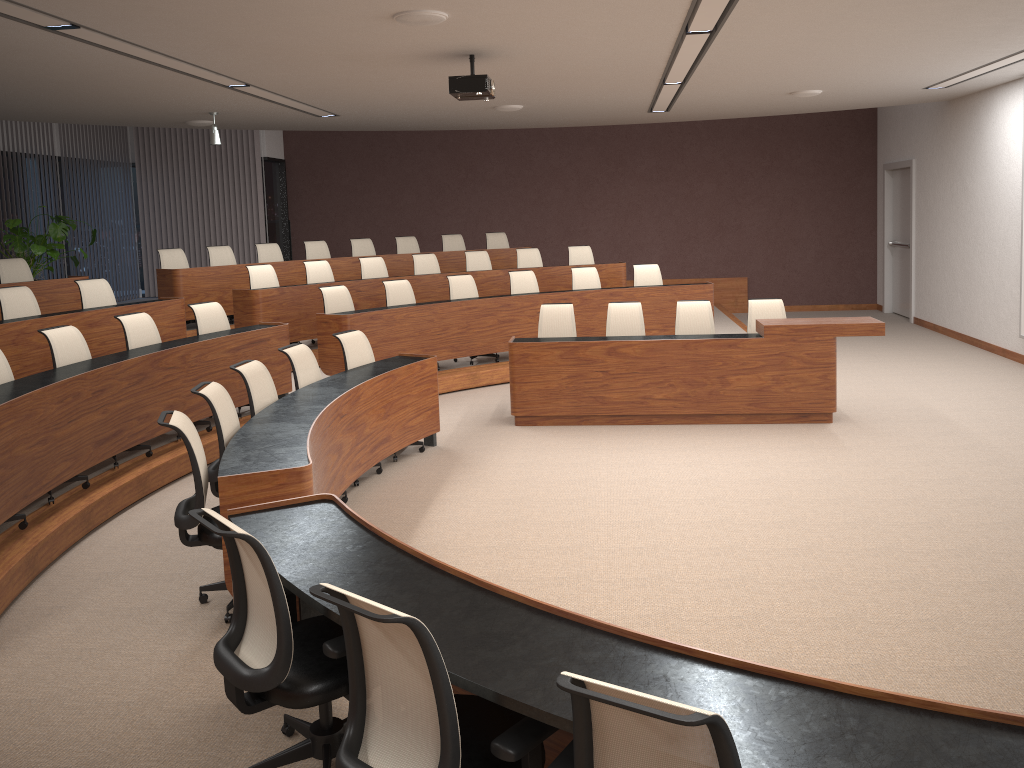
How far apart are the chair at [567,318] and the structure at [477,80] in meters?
2.2 m

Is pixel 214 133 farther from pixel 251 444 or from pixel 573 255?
pixel 251 444

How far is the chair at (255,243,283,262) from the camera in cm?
1138

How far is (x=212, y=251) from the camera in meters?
10.9

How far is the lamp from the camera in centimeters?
973cm

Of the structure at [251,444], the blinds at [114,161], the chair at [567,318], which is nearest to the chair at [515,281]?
the chair at [567,318]

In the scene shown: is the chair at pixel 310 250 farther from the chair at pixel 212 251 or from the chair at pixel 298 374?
the chair at pixel 298 374

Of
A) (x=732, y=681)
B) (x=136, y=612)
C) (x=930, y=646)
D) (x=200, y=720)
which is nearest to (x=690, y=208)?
(x=930, y=646)

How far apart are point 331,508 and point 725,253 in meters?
12.4

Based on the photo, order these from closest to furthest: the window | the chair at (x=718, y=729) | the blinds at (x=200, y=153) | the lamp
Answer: the chair at (x=718, y=729)
the lamp
the blinds at (x=200, y=153)
the window
